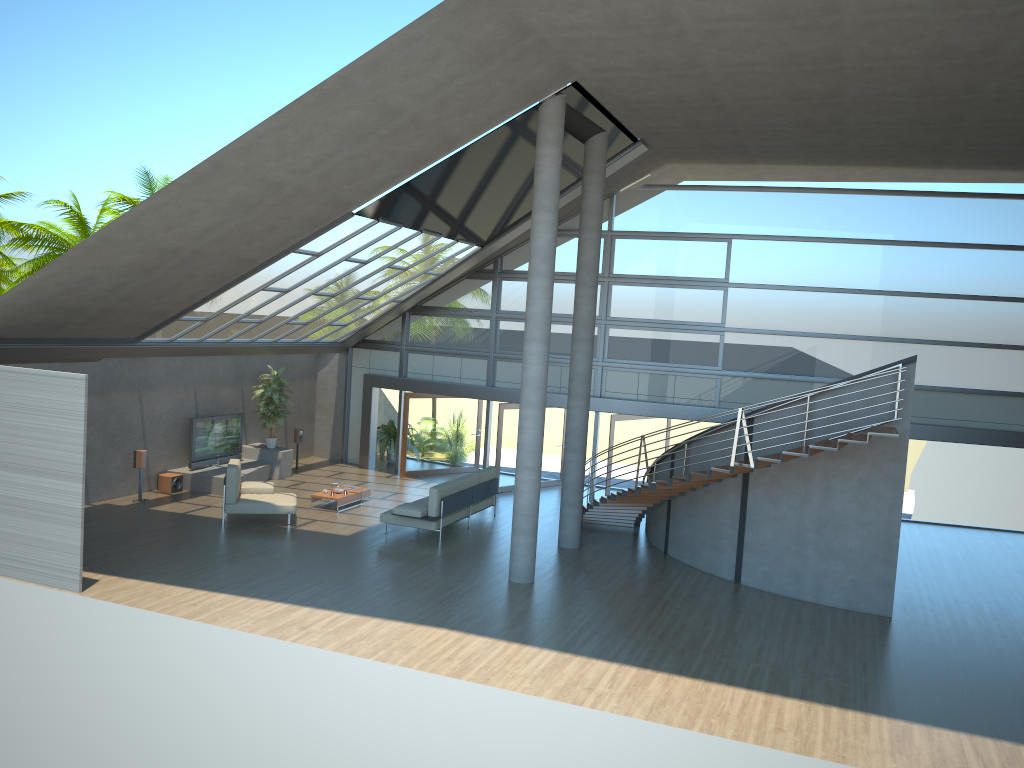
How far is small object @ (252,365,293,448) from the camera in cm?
1933

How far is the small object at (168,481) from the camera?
17.23m

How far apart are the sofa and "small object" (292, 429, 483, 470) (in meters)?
5.32

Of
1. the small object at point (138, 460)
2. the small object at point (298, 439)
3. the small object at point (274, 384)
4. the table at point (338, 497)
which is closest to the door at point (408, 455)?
the small object at point (298, 439)

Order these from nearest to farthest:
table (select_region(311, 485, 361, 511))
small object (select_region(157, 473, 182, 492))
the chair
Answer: the chair < table (select_region(311, 485, 361, 511)) < small object (select_region(157, 473, 182, 492))

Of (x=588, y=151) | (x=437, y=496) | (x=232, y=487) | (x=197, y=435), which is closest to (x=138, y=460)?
(x=197, y=435)

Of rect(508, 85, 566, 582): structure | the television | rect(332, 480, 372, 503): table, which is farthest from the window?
rect(508, 85, 566, 582): structure

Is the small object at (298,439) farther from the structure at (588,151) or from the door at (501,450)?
the structure at (588,151)

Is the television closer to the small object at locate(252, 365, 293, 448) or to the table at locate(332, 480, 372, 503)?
the small object at locate(252, 365, 293, 448)

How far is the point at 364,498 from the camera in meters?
17.4 m
